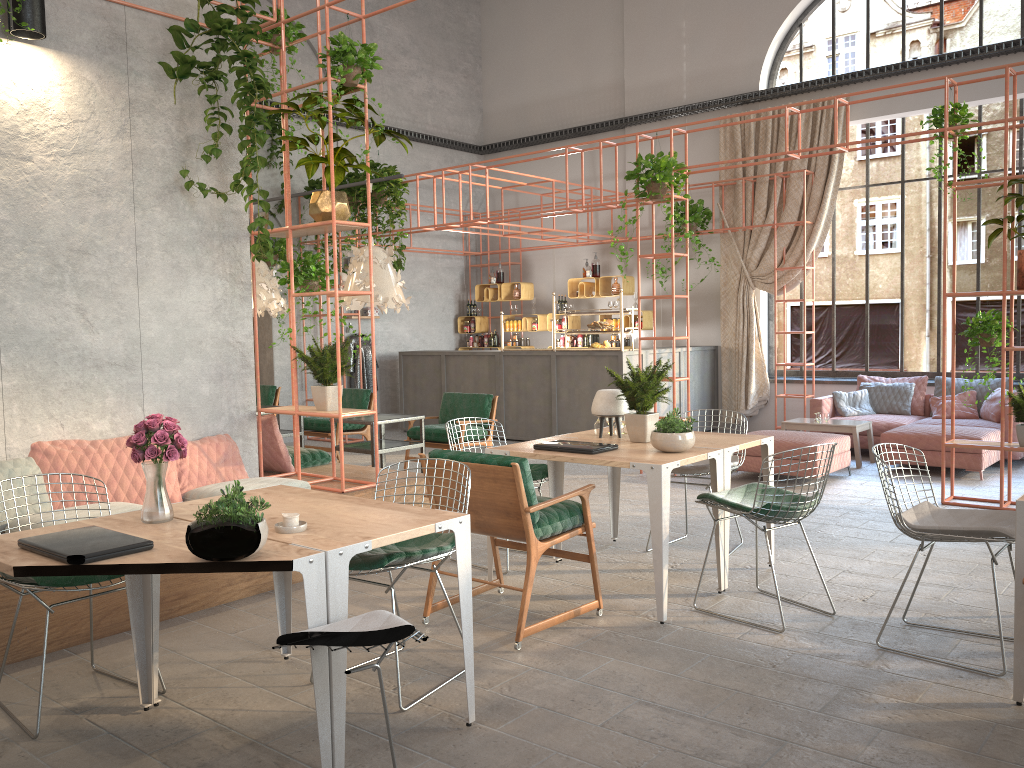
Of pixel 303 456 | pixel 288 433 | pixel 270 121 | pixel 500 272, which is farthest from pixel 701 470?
pixel 500 272

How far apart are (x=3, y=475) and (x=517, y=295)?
10.16m

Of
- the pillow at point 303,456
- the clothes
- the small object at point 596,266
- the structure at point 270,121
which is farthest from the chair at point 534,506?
the small object at point 596,266

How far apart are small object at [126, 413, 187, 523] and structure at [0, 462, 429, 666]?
1.4 meters

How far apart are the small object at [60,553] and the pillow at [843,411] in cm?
908

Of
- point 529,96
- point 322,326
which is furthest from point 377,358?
point 322,326

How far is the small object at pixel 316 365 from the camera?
5.9 meters

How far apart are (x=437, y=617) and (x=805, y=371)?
8.20m

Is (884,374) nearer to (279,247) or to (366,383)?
(366,383)

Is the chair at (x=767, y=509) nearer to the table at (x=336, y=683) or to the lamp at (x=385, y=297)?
the table at (x=336, y=683)
